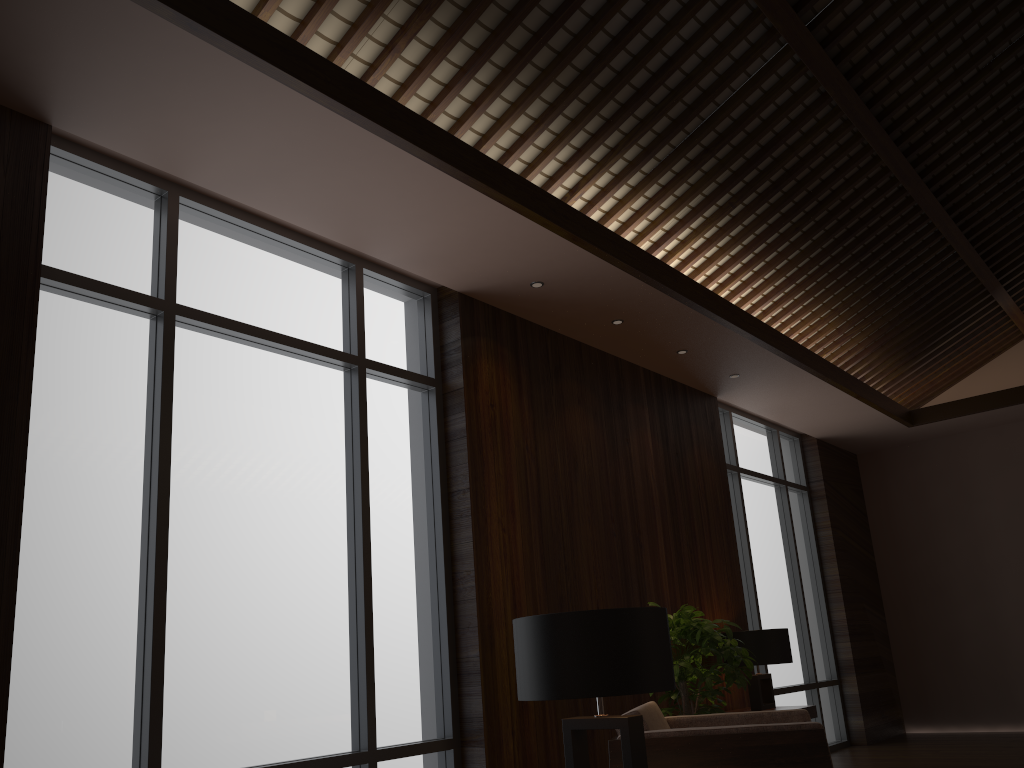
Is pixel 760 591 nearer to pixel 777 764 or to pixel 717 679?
pixel 717 679

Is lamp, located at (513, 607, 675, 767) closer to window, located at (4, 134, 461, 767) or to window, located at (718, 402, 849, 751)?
window, located at (4, 134, 461, 767)

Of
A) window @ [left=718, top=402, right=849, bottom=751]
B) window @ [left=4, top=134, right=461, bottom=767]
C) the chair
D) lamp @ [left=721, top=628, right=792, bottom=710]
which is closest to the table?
lamp @ [left=721, top=628, right=792, bottom=710]

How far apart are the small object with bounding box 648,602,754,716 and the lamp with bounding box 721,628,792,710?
0.9m

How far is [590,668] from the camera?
2.3m

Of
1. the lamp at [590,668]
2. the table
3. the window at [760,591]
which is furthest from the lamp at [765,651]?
the lamp at [590,668]

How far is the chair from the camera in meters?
2.9 m

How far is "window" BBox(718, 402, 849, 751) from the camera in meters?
7.2

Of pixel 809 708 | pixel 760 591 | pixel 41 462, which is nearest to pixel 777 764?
pixel 41 462

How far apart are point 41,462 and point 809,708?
4.74m
